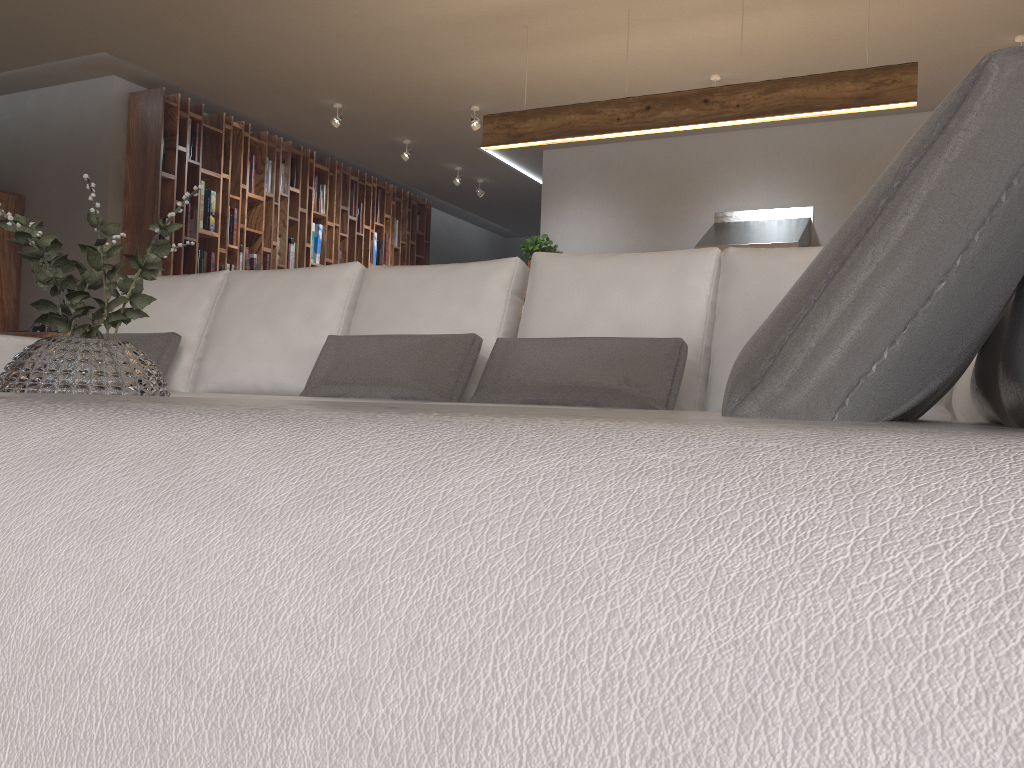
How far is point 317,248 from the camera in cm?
830

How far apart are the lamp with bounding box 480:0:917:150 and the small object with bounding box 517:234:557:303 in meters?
2.4 m

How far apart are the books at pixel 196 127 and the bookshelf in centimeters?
5cm

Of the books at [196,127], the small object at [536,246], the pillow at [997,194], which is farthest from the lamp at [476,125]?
the pillow at [997,194]

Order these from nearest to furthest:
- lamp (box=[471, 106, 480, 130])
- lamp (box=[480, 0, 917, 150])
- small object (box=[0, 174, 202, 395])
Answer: small object (box=[0, 174, 202, 395]), lamp (box=[480, 0, 917, 150]), lamp (box=[471, 106, 480, 130])

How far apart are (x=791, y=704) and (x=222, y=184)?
7.66m

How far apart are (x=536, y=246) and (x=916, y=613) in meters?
7.8

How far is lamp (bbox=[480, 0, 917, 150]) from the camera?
4.5 meters

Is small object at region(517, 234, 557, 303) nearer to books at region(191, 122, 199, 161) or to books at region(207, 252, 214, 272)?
books at region(207, 252, 214, 272)

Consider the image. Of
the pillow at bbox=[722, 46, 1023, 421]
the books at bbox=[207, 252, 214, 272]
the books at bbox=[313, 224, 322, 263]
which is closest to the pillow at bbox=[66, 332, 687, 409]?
the pillow at bbox=[722, 46, 1023, 421]
